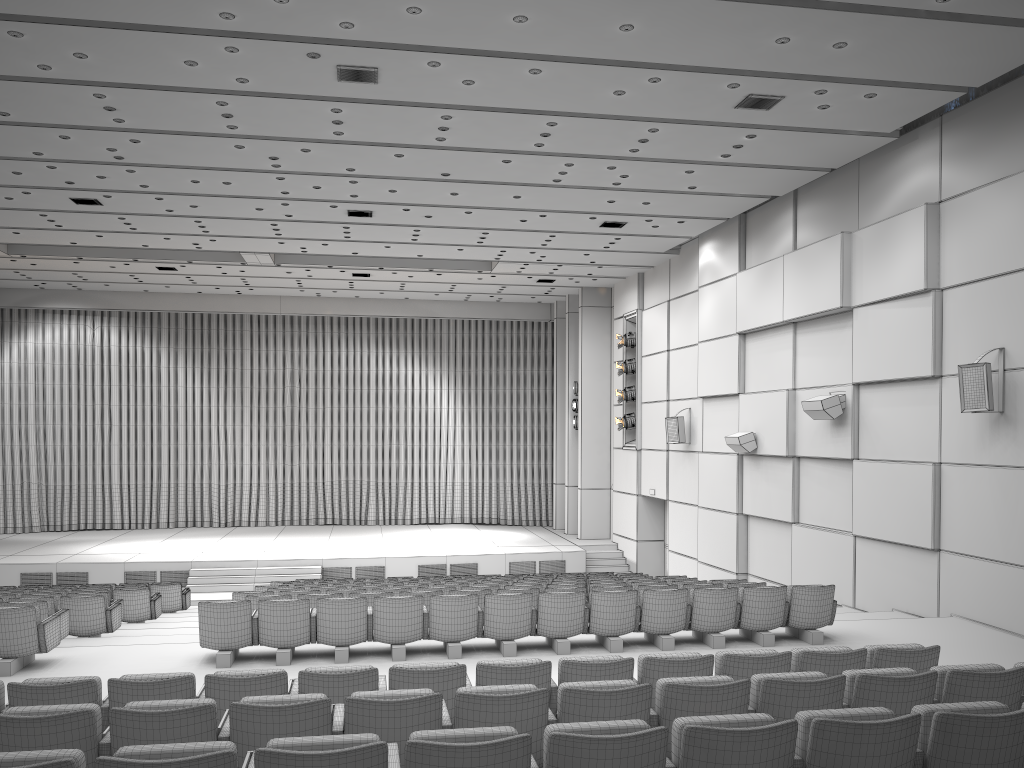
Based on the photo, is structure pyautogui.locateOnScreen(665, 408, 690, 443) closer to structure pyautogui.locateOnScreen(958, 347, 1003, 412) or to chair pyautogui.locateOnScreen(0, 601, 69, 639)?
structure pyautogui.locateOnScreen(958, 347, 1003, 412)

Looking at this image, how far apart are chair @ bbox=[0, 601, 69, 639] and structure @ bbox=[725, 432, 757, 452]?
10.5m

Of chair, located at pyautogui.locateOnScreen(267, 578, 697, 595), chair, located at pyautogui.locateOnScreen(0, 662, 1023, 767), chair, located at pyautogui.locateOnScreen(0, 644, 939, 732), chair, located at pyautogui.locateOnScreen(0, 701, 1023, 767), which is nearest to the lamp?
chair, located at pyautogui.locateOnScreen(267, 578, 697, 595)

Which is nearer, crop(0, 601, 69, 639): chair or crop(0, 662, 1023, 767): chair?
crop(0, 662, 1023, 767): chair

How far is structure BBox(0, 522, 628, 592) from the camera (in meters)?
18.74

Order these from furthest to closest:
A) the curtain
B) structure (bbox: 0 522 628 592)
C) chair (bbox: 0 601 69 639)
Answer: the curtain < structure (bbox: 0 522 628 592) < chair (bbox: 0 601 69 639)

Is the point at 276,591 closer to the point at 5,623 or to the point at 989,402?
the point at 5,623

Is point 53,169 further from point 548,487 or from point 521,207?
point 548,487

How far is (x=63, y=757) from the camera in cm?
318

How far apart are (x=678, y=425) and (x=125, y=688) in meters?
14.1
